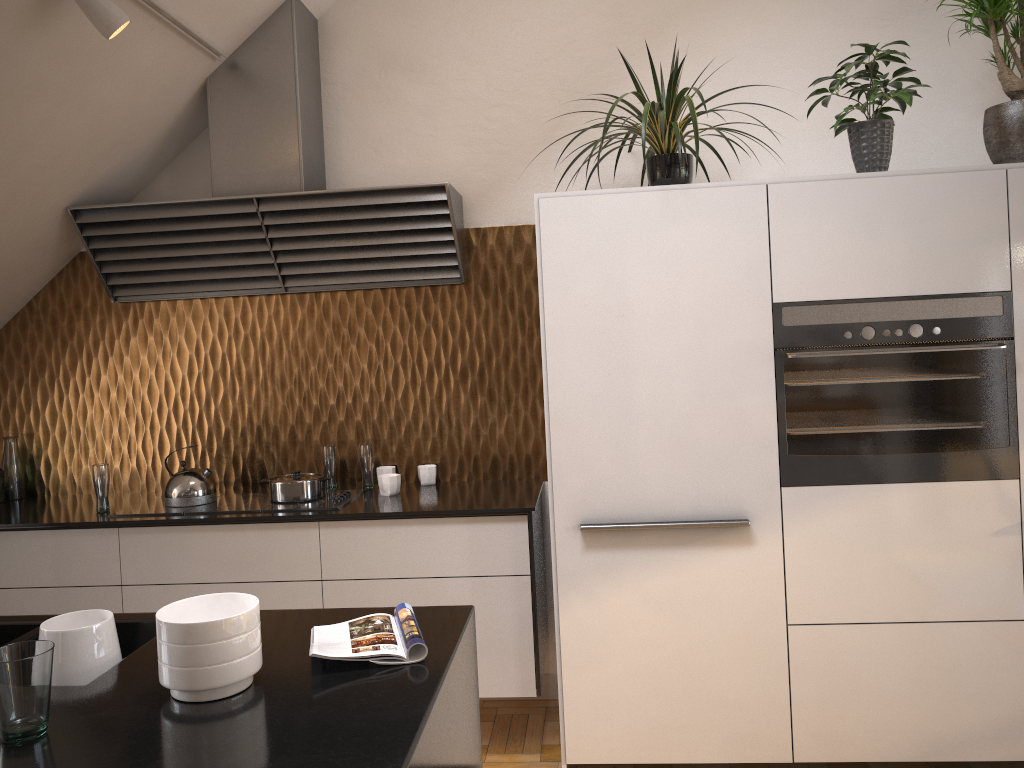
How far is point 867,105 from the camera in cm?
299

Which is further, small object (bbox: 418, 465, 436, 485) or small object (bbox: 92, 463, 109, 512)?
small object (bbox: 418, 465, 436, 485)

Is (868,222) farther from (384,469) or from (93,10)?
(93,10)

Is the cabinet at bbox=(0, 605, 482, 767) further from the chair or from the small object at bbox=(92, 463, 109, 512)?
the chair

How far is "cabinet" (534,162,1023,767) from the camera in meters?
2.8 m

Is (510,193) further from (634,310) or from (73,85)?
(73,85)

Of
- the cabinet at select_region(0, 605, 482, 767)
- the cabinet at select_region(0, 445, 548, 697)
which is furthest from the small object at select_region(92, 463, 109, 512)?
the cabinet at select_region(0, 605, 482, 767)

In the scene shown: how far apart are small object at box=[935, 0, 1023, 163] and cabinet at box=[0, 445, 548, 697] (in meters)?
2.04

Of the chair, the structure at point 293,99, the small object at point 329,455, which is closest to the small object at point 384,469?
the small object at point 329,455

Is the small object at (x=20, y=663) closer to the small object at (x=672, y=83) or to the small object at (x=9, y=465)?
the small object at (x=672, y=83)
